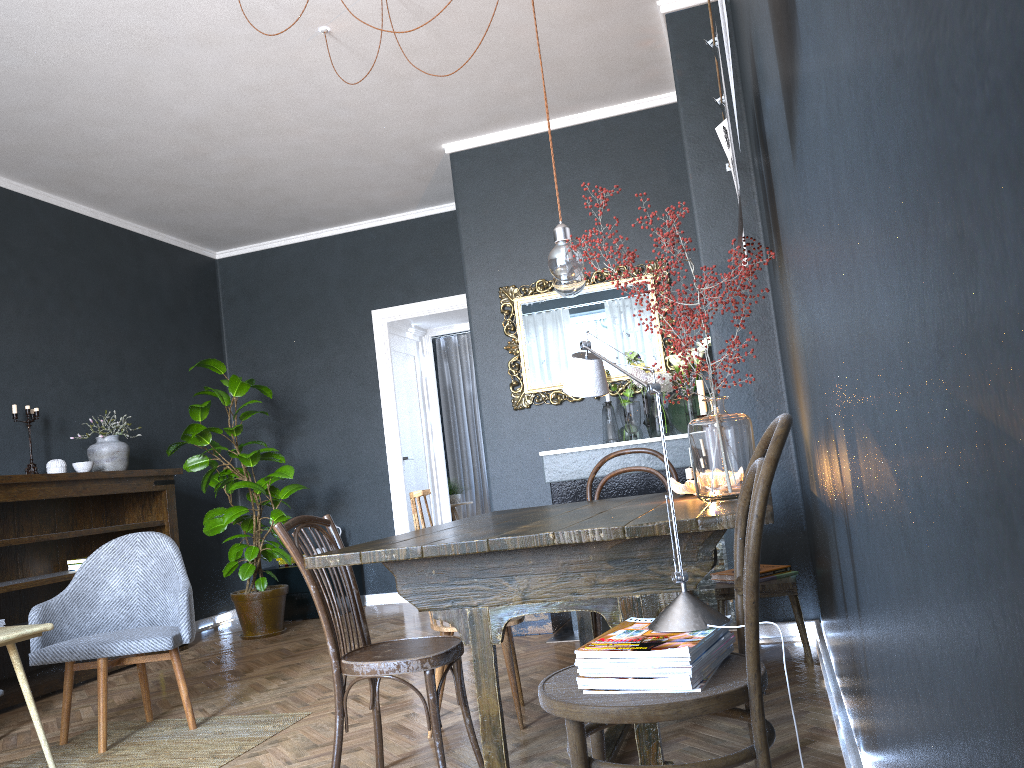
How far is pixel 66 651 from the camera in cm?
343

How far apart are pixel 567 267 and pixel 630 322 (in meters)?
2.68

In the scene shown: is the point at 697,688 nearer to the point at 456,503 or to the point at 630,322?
the point at 630,322

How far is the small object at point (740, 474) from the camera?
2.39m

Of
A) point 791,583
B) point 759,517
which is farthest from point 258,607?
point 759,517

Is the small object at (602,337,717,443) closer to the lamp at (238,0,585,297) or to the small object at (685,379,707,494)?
the small object at (685,379,707,494)

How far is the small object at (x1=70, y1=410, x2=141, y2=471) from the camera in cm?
542

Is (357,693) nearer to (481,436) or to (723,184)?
(723,184)

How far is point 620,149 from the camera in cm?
538

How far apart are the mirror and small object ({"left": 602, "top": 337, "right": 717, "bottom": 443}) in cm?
8
